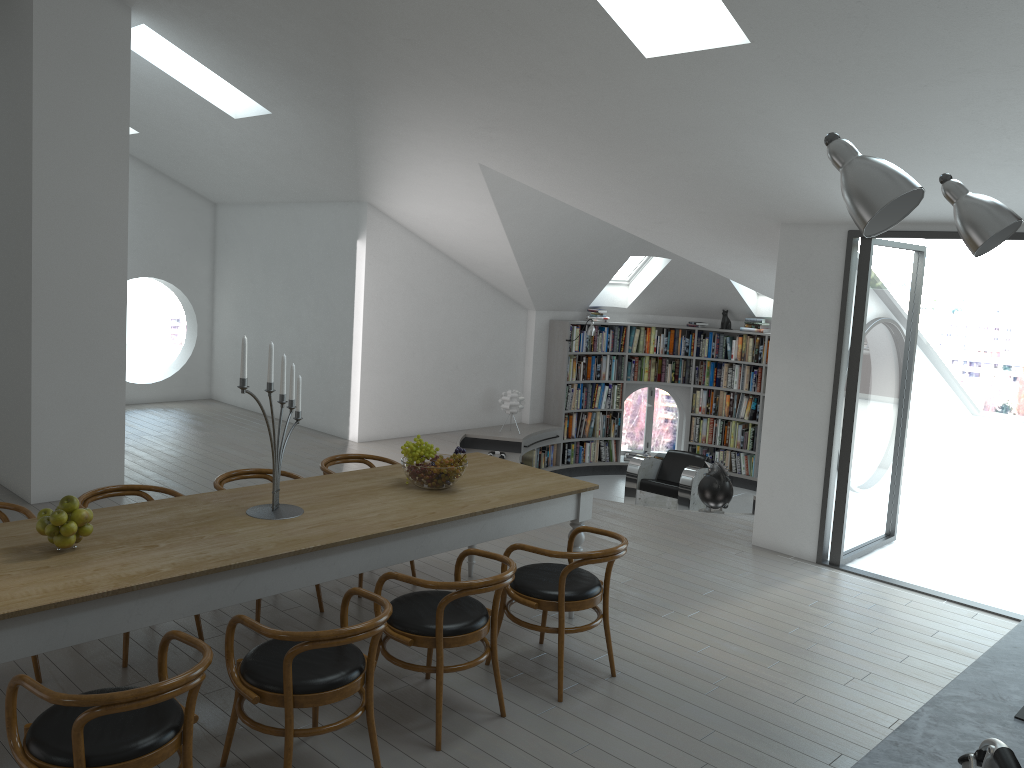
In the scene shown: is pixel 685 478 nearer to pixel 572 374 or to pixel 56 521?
pixel 572 374

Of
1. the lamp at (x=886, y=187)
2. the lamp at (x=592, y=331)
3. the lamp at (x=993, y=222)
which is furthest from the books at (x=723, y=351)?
the lamp at (x=886, y=187)

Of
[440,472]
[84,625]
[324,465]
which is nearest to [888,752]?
[84,625]

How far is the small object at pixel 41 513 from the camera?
3.5 meters

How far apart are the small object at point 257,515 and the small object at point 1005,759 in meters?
2.9 m

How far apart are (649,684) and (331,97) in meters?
5.1 m

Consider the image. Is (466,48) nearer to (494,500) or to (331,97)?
(331,97)

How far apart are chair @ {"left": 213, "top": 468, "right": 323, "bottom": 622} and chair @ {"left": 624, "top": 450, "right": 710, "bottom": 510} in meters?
5.4 m

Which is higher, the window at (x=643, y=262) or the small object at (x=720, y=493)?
the window at (x=643, y=262)

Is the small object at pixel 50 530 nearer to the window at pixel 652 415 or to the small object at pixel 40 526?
the small object at pixel 40 526
